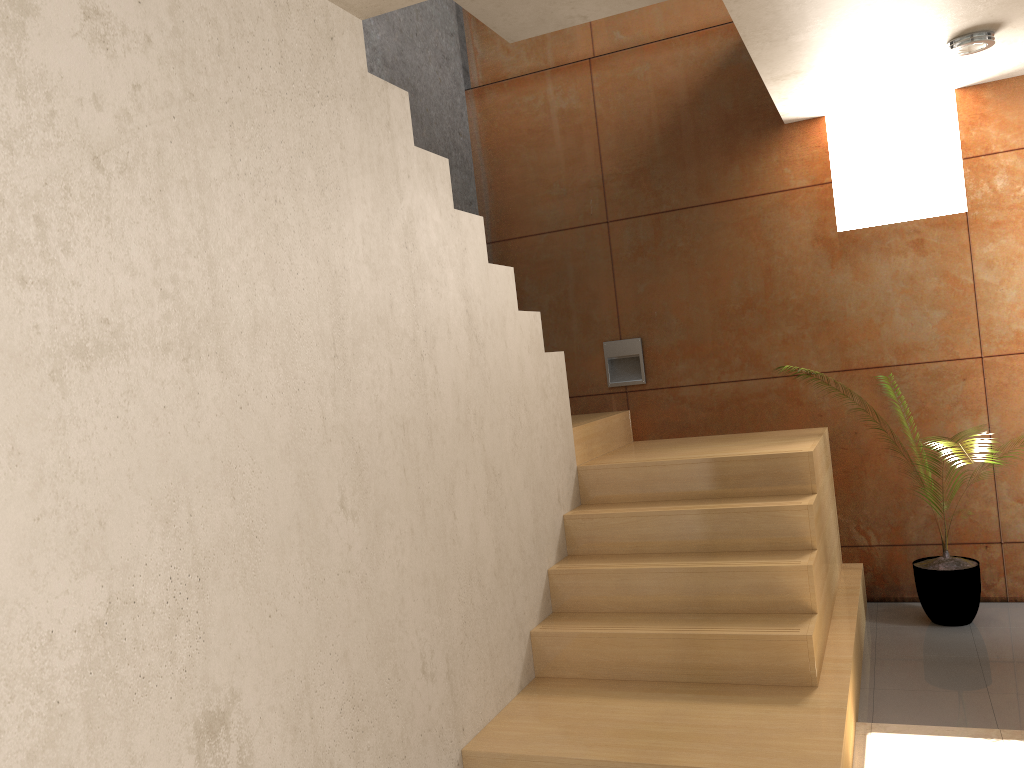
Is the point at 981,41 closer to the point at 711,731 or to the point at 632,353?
the point at 632,353

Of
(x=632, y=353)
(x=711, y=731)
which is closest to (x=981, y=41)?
(x=632, y=353)

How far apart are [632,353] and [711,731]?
2.56m

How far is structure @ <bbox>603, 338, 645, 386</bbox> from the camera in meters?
5.0 m

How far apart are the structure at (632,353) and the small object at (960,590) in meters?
1.7

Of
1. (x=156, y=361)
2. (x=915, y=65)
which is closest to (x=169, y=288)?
(x=156, y=361)

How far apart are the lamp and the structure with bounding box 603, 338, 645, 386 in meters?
2.1 m

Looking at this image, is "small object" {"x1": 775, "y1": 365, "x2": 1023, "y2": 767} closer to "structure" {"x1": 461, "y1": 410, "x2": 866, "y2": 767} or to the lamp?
"structure" {"x1": 461, "y1": 410, "x2": 866, "y2": 767}

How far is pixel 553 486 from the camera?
3.8 meters

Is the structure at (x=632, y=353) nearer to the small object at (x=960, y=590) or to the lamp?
the small object at (x=960, y=590)
